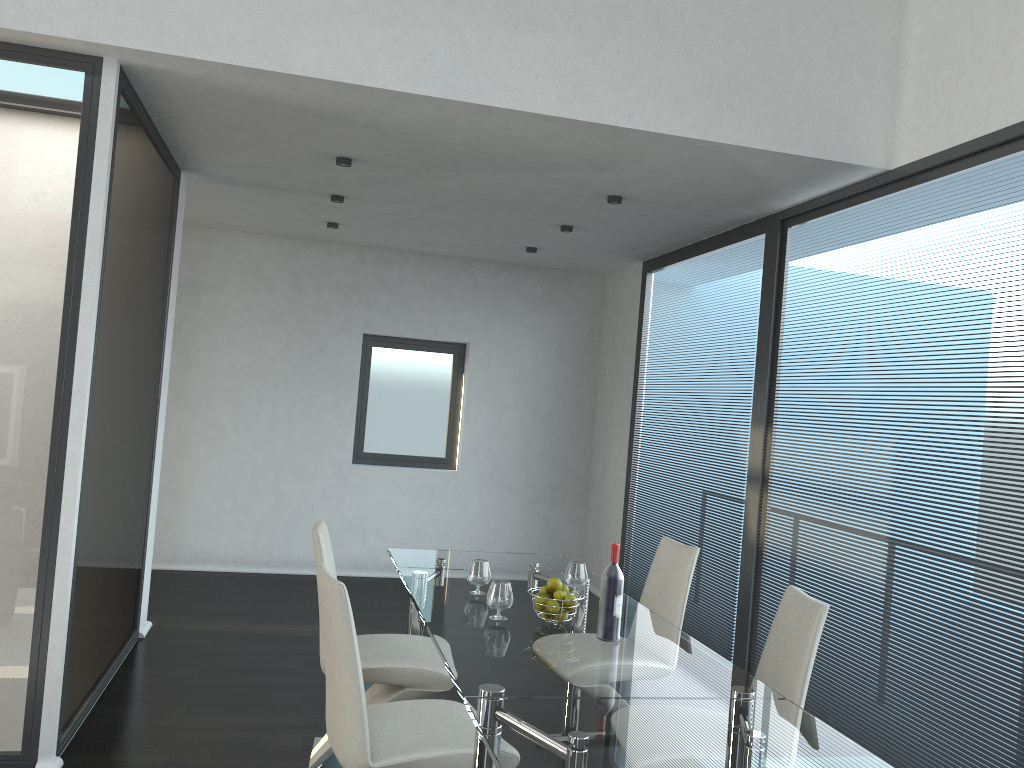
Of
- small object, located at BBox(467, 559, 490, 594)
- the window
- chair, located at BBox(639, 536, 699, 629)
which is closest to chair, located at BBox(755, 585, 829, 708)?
chair, located at BBox(639, 536, 699, 629)

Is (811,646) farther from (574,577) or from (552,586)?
(574,577)

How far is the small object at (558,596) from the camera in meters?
3.1

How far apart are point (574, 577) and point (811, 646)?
1.1 meters

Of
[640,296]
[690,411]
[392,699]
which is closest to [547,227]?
[640,296]

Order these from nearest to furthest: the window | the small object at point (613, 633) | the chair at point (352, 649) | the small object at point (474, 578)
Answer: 1. the chair at point (352, 649)
2. the small object at point (613, 633)
3. the small object at point (474, 578)
4. the window

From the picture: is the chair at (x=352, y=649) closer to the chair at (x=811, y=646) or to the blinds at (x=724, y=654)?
the chair at (x=811, y=646)

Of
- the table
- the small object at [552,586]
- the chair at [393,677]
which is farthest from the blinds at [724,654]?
the small object at [552,586]

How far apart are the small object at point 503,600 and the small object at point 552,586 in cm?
15

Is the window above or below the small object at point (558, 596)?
Answer: above
